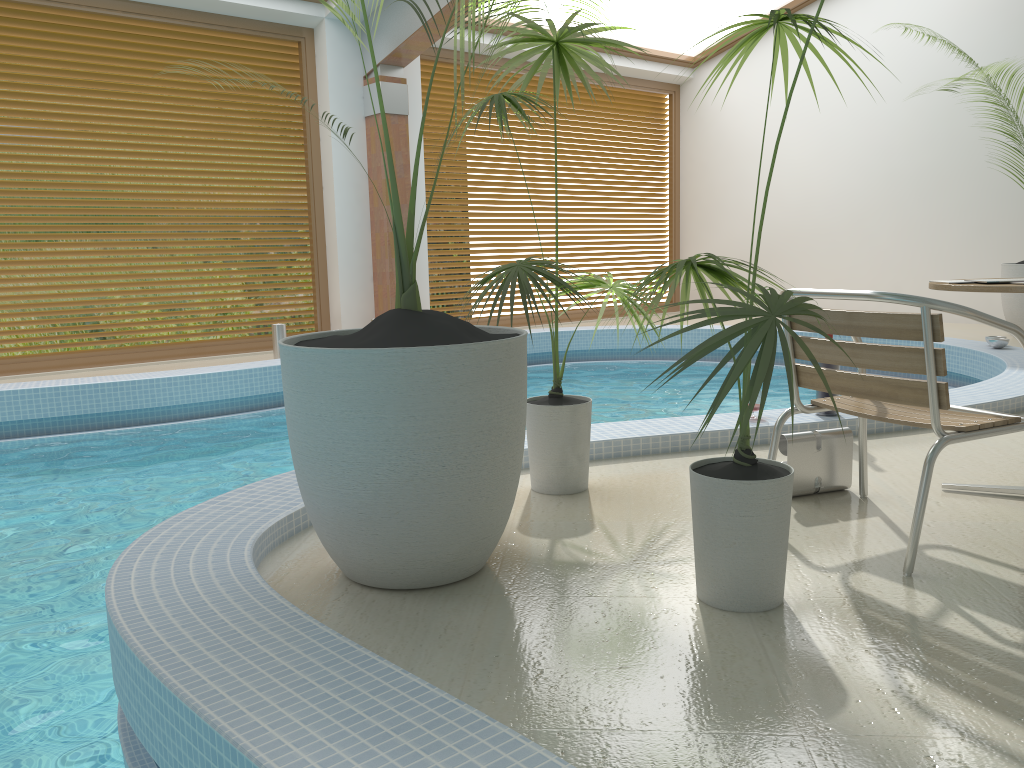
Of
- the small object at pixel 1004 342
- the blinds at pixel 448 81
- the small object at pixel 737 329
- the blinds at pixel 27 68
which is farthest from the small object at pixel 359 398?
the blinds at pixel 448 81

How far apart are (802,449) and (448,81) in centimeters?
773cm

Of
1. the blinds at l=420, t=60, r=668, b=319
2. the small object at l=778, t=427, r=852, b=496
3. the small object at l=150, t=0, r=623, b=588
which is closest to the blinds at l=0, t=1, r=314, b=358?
the blinds at l=420, t=60, r=668, b=319

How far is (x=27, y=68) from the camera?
7.1m

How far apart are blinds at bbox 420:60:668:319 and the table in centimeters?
738cm

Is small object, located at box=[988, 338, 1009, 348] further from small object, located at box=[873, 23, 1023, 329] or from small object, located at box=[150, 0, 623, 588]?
small object, located at box=[150, 0, 623, 588]

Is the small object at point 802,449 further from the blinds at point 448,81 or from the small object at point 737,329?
the blinds at point 448,81

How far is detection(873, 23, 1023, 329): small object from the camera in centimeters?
774cm

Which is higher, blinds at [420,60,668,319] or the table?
blinds at [420,60,668,319]

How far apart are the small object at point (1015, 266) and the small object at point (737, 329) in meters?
6.5 m
